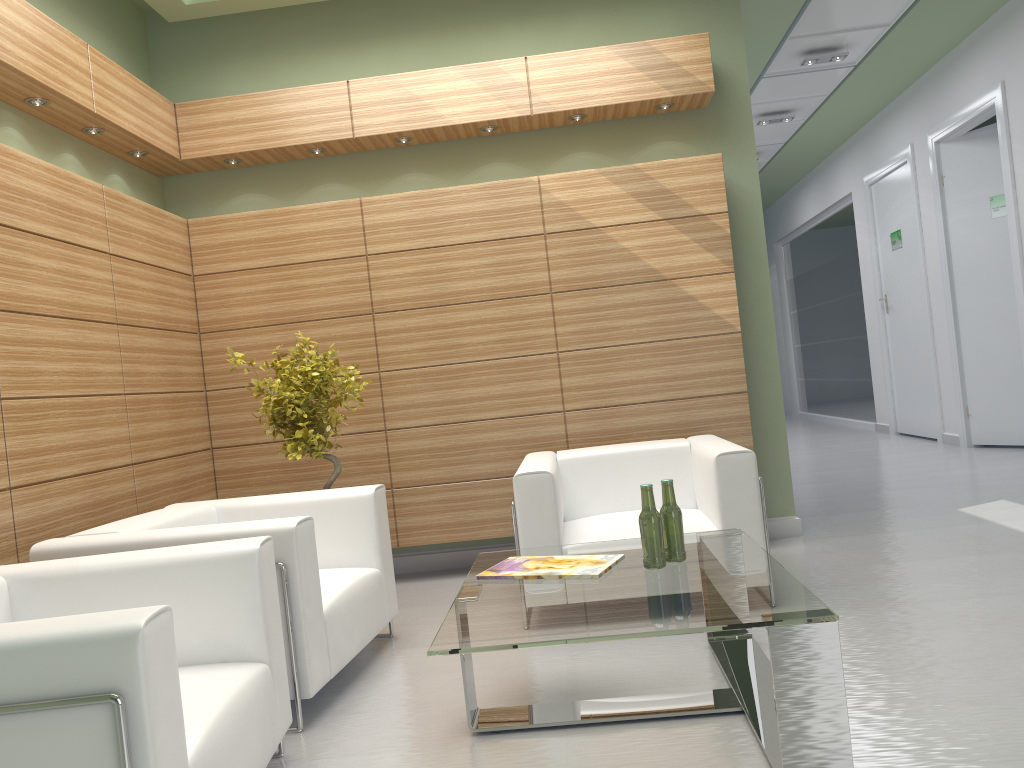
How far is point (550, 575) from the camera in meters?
5.0 m

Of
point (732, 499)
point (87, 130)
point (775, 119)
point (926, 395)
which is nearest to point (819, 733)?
point (732, 499)

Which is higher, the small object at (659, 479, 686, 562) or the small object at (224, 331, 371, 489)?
the small object at (224, 331, 371, 489)

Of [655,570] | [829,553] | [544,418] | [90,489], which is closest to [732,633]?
[655,570]

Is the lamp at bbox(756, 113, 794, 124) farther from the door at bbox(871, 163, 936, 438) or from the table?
the table

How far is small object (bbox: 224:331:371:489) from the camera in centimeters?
746cm

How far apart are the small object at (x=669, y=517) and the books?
Result: 0.3m

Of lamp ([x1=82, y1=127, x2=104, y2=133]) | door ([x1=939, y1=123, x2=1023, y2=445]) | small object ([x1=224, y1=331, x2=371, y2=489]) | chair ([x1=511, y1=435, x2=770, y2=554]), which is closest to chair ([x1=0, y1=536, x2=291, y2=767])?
chair ([x1=511, y1=435, x2=770, y2=554])

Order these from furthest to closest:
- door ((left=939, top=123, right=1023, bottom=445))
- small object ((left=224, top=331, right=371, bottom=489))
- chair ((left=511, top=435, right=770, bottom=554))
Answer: door ((left=939, top=123, right=1023, bottom=445))
small object ((left=224, top=331, right=371, bottom=489))
chair ((left=511, top=435, right=770, bottom=554))

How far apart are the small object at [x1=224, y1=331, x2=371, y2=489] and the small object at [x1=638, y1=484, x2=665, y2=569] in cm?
338
